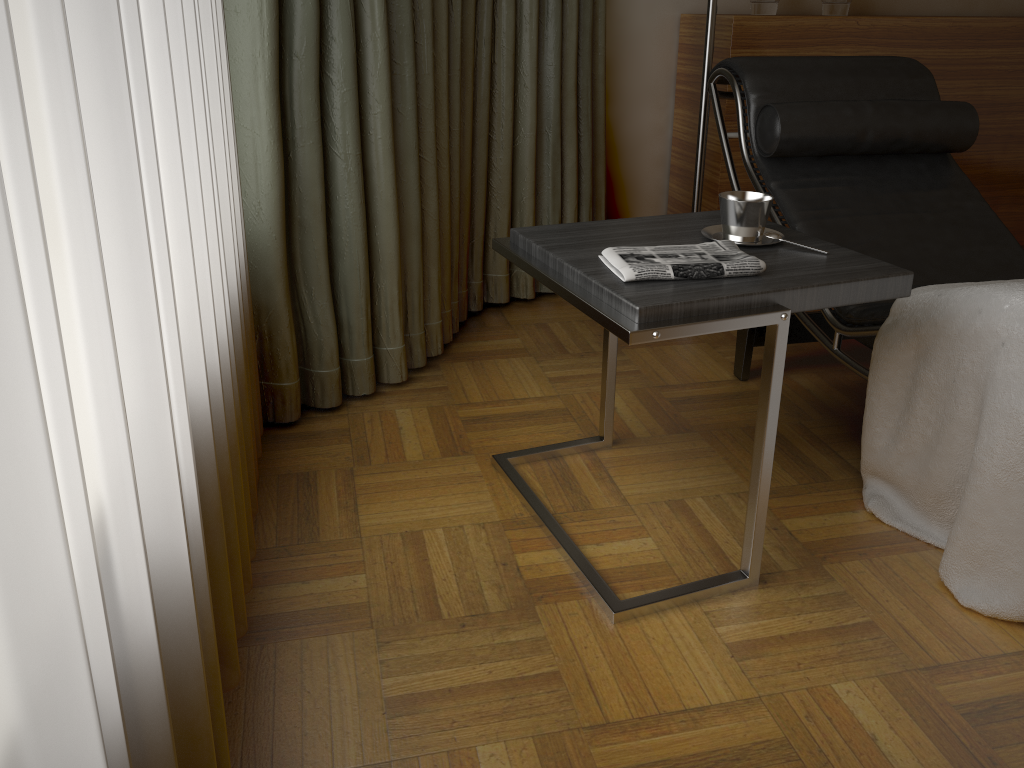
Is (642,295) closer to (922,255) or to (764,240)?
(764,240)

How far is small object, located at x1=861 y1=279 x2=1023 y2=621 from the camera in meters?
1.4

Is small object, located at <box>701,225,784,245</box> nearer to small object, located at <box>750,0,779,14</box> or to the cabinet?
the cabinet

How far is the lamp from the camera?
2.4m

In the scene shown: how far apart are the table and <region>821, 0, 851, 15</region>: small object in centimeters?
156cm

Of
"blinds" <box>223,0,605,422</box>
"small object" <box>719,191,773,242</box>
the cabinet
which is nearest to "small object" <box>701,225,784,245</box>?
"small object" <box>719,191,773,242</box>

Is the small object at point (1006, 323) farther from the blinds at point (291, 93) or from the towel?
the blinds at point (291, 93)

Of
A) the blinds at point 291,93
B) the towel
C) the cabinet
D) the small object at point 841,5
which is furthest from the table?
the small object at point 841,5

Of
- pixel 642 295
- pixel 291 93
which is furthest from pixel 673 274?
pixel 291 93

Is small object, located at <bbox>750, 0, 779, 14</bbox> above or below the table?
above
